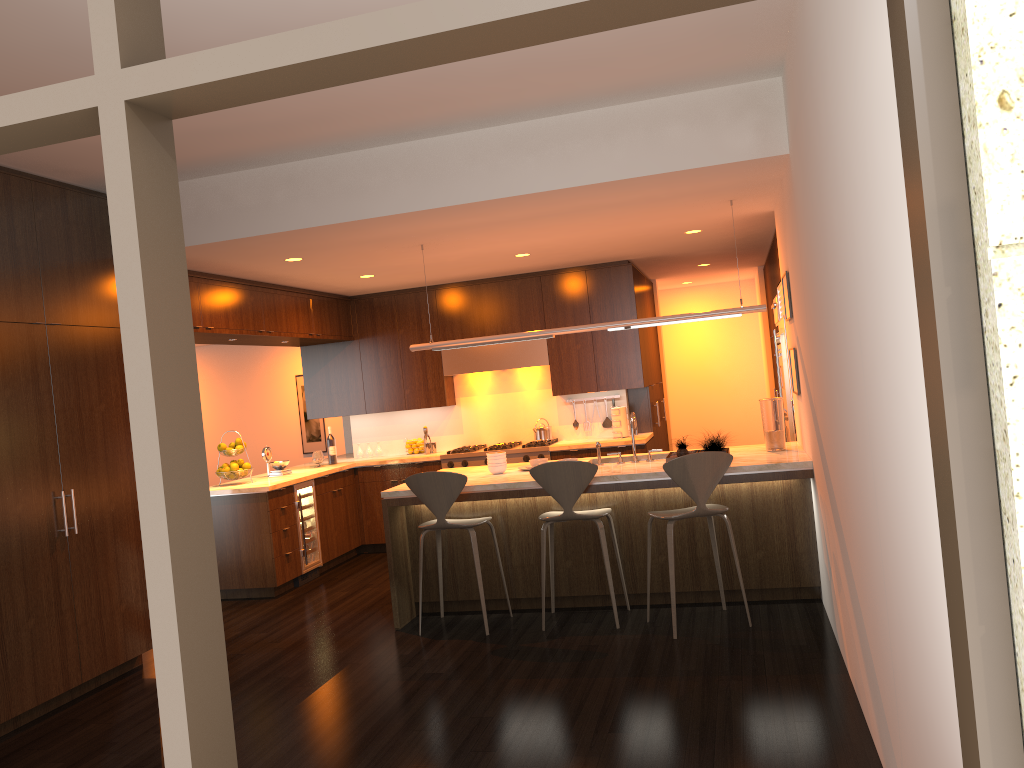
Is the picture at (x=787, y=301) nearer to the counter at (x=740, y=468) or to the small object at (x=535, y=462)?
the counter at (x=740, y=468)

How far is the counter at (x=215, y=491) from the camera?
7.2 meters

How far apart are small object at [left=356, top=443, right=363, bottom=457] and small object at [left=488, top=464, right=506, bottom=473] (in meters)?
3.40

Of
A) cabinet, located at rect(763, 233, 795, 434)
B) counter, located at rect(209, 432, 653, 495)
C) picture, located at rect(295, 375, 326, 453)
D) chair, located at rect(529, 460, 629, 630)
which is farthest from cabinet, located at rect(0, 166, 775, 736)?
picture, located at rect(295, 375, 326, 453)

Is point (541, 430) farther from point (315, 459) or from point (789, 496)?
point (789, 496)

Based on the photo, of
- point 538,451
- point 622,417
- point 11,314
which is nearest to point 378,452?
point 538,451

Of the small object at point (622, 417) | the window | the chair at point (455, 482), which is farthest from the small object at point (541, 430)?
the window

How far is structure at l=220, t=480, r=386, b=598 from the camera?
7.3m

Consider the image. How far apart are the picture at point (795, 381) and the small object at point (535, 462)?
1.8m

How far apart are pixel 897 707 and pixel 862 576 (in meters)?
0.64
